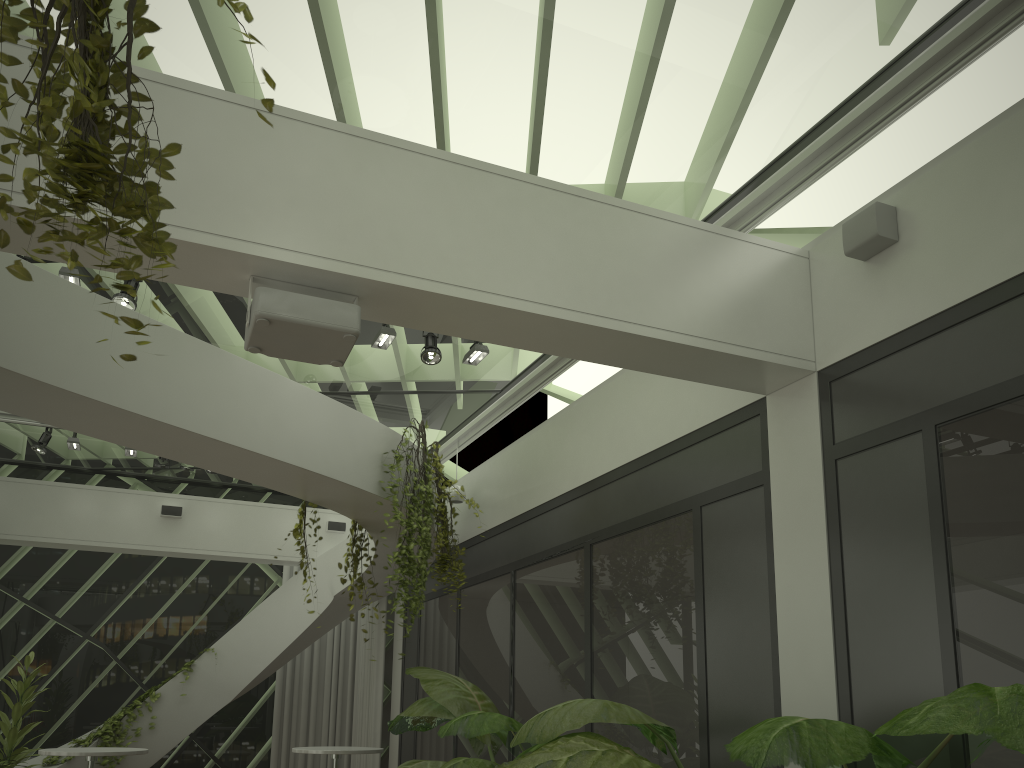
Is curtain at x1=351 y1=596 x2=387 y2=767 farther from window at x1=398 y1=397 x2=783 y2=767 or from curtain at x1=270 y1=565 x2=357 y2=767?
window at x1=398 y1=397 x2=783 y2=767

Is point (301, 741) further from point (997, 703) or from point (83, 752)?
point (997, 703)

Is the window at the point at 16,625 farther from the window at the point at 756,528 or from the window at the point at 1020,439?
the window at the point at 1020,439

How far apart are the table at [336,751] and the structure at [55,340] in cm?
184

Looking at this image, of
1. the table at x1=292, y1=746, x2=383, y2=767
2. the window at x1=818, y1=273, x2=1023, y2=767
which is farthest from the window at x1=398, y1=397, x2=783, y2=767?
the table at x1=292, y1=746, x2=383, y2=767

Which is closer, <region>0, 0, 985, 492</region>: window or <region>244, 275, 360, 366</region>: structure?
<region>244, 275, 360, 366</region>: structure

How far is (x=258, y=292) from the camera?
3.6m

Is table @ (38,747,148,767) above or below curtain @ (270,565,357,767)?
below

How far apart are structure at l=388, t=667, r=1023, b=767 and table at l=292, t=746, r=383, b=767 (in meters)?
1.06

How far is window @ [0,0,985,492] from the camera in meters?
4.3
